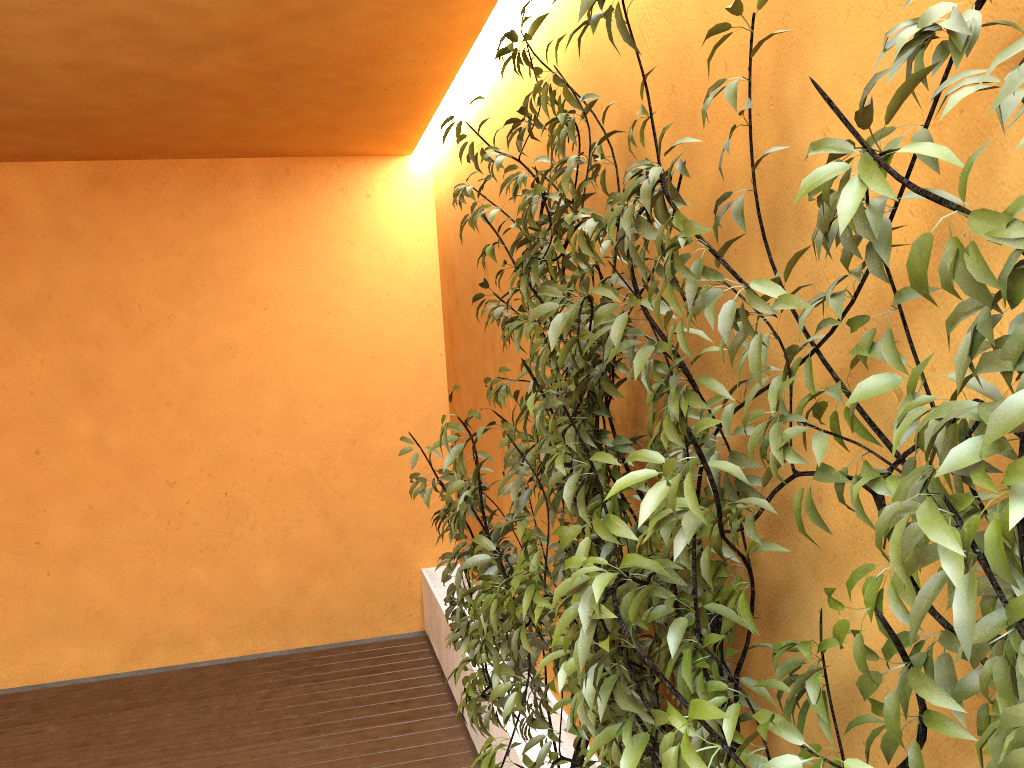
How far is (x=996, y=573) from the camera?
0.84m

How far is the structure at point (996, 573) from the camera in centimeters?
84cm

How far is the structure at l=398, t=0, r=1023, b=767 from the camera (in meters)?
0.84
